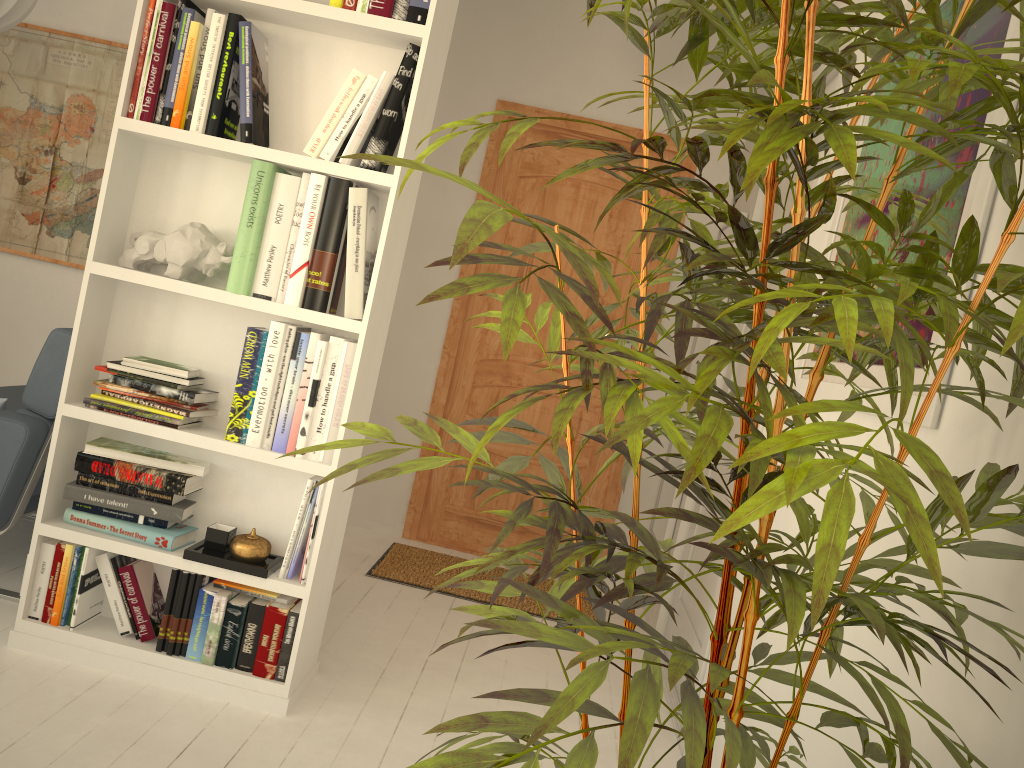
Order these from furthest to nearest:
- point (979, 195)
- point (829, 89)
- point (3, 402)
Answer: point (829, 89), point (3, 402), point (979, 195)

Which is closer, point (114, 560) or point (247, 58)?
point (247, 58)

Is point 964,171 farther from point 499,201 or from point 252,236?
point 499,201

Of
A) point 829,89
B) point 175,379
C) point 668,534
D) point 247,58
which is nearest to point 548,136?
point 829,89

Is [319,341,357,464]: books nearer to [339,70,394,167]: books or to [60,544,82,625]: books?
[339,70,394,167]: books

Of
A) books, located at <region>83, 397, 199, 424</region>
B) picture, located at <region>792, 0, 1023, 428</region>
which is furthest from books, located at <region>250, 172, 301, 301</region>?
picture, located at <region>792, 0, 1023, 428</region>

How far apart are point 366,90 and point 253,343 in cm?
67

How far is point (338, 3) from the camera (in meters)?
2.12

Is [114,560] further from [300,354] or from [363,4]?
[363,4]

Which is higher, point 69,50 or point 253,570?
point 69,50
